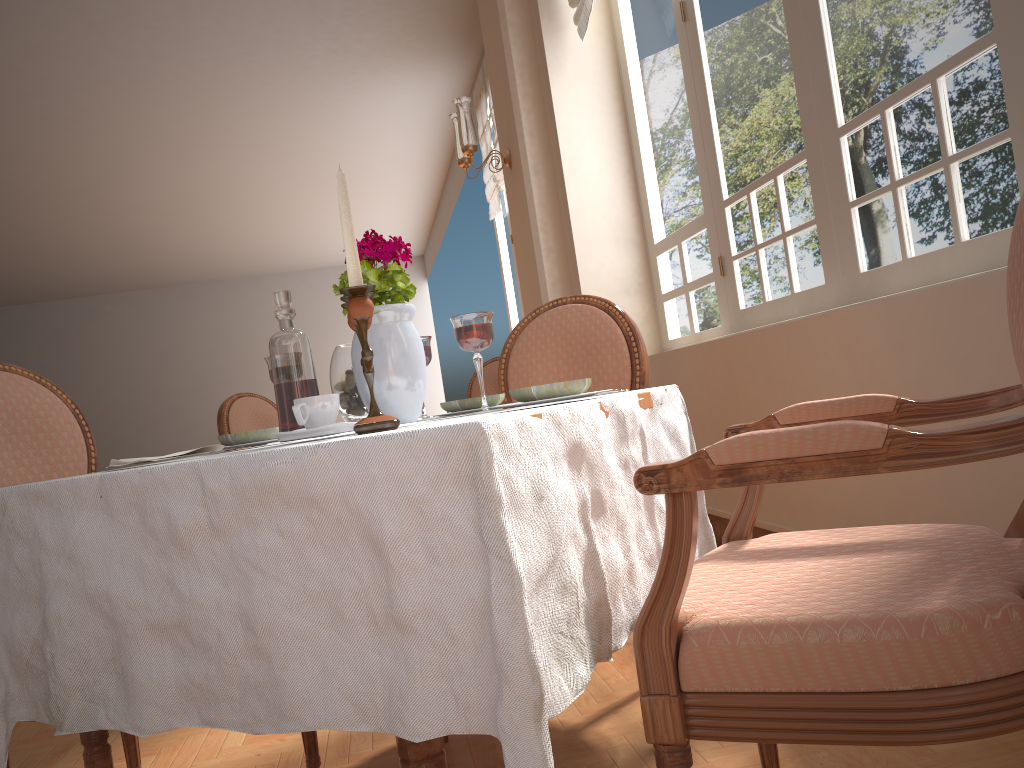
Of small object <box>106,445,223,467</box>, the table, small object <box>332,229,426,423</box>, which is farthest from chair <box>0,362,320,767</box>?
small object <box>332,229,426,423</box>

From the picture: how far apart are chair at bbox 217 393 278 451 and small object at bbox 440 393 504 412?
2.95m

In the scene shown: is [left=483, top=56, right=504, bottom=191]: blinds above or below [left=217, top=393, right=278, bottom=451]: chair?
above

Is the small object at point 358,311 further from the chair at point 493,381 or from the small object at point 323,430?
the chair at point 493,381

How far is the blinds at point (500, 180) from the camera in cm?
743

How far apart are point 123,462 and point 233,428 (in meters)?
3.17

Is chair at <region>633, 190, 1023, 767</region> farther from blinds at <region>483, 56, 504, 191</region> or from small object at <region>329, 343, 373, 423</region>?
blinds at <region>483, 56, 504, 191</region>

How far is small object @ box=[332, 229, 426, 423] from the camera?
1.3 meters

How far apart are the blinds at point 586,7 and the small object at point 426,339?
3.0 meters

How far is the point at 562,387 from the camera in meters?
1.2
